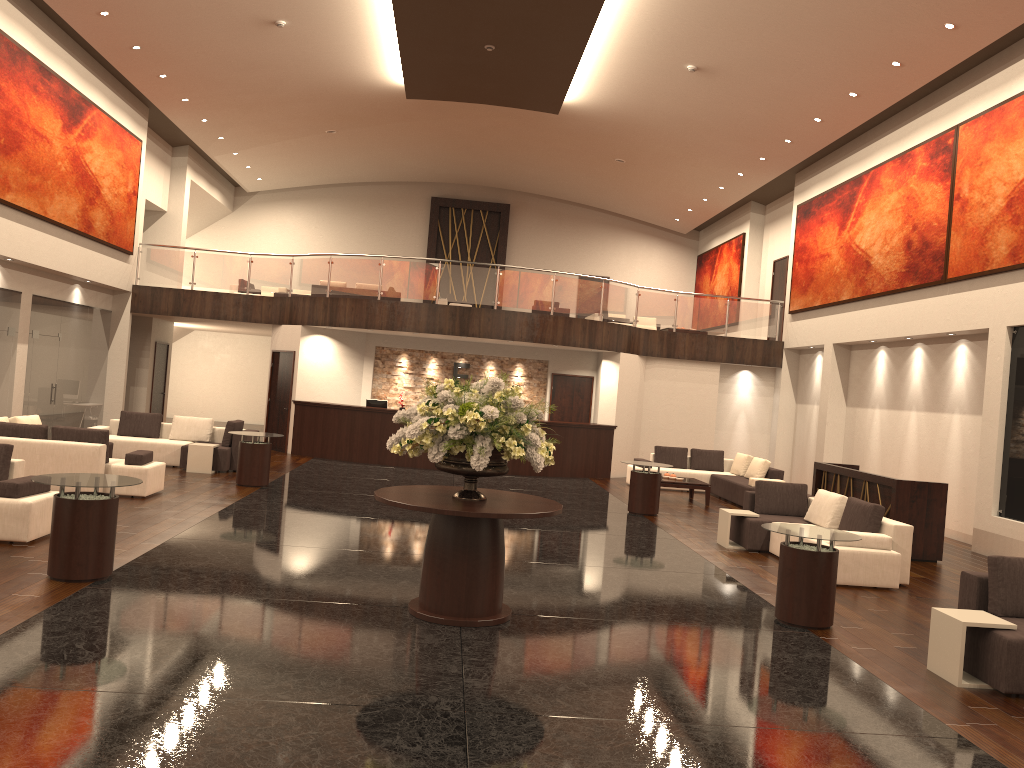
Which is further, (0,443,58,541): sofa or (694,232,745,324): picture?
(694,232,745,324): picture

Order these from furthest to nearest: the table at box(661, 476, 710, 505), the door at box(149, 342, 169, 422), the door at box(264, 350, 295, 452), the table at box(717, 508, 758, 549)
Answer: the door at box(149, 342, 169, 422) < the door at box(264, 350, 295, 452) < the table at box(661, 476, 710, 505) < the table at box(717, 508, 758, 549)

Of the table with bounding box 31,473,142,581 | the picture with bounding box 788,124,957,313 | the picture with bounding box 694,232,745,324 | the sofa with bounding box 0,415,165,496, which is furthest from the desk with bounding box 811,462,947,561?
the picture with bounding box 694,232,745,324

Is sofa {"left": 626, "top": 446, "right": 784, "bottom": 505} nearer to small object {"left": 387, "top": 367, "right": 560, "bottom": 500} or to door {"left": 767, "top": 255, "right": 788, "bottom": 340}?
door {"left": 767, "top": 255, "right": 788, "bottom": 340}

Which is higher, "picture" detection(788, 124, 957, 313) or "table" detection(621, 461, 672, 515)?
"picture" detection(788, 124, 957, 313)

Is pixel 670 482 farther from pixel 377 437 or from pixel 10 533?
pixel 10 533

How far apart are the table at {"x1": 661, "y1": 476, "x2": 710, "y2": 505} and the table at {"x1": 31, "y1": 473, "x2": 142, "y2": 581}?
10.3 meters

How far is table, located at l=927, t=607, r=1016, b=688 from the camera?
6.2 meters

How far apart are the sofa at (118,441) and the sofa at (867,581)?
8.4 meters

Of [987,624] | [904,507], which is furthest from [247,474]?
[987,624]
